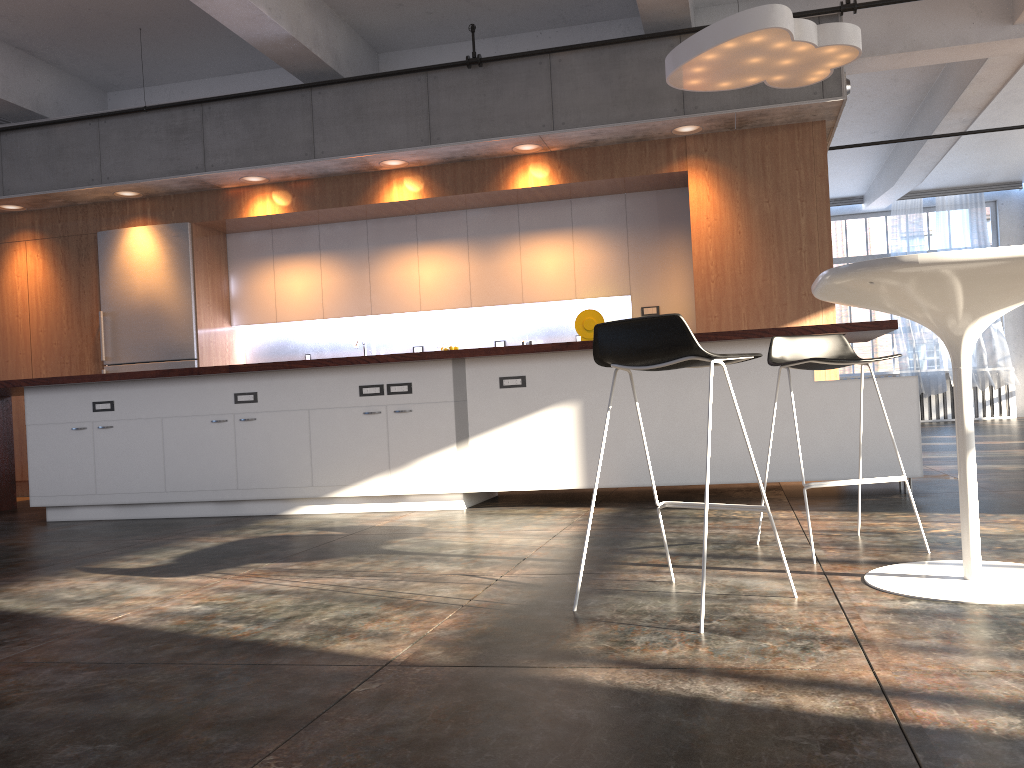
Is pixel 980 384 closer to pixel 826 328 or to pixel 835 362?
pixel 826 328

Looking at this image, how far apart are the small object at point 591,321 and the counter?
2.6 meters

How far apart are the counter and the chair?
1.3 meters

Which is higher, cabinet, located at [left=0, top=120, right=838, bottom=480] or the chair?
cabinet, located at [left=0, top=120, right=838, bottom=480]

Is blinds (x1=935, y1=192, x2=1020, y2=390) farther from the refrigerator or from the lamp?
the refrigerator

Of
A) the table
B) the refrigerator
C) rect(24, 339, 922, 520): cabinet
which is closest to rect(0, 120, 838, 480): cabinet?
the refrigerator

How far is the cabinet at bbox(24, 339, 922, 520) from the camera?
4.88m

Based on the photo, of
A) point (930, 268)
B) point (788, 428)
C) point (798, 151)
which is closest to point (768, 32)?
point (798, 151)

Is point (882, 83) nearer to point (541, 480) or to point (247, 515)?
point (541, 480)

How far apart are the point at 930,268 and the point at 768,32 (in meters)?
3.22
